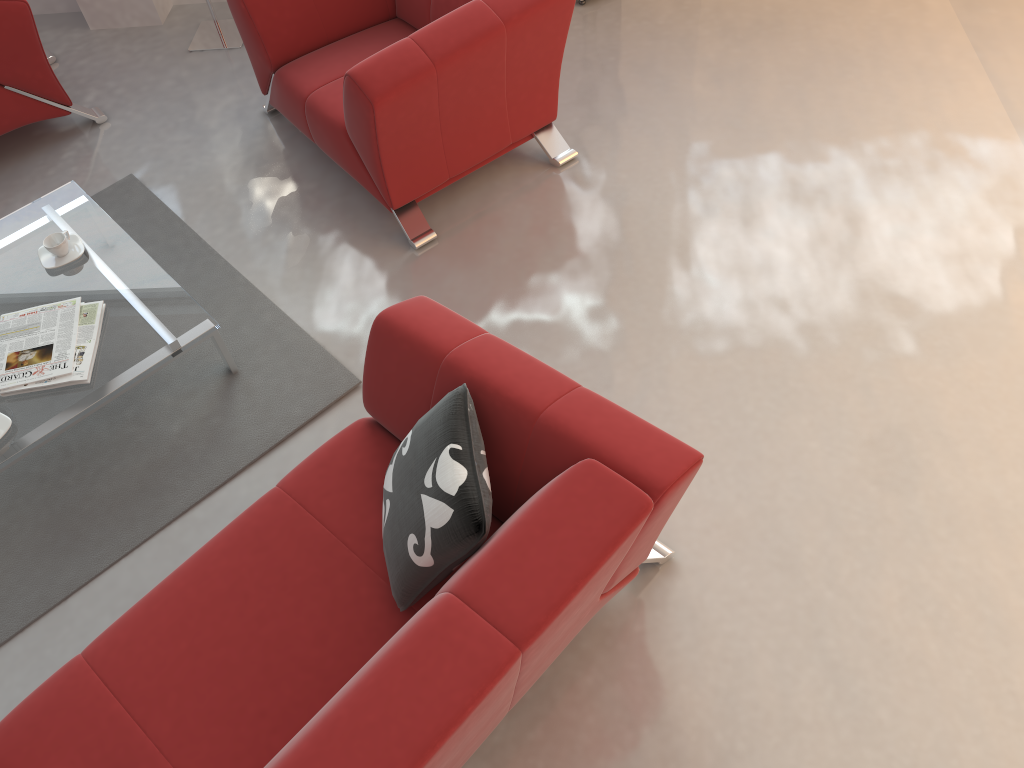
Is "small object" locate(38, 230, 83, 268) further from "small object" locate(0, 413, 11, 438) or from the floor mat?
"small object" locate(0, 413, 11, 438)

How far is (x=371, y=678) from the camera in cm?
163

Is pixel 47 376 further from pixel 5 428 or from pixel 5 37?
pixel 5 37

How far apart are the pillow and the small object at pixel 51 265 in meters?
1.7 m

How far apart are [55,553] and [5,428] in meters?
0.4 m

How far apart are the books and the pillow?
1.16m

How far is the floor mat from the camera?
2.7 meters

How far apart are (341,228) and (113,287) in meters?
0.9 m

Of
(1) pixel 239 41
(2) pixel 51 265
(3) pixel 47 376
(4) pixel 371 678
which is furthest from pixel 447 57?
(4) pixel 371 678

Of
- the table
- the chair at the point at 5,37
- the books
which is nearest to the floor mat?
the table
